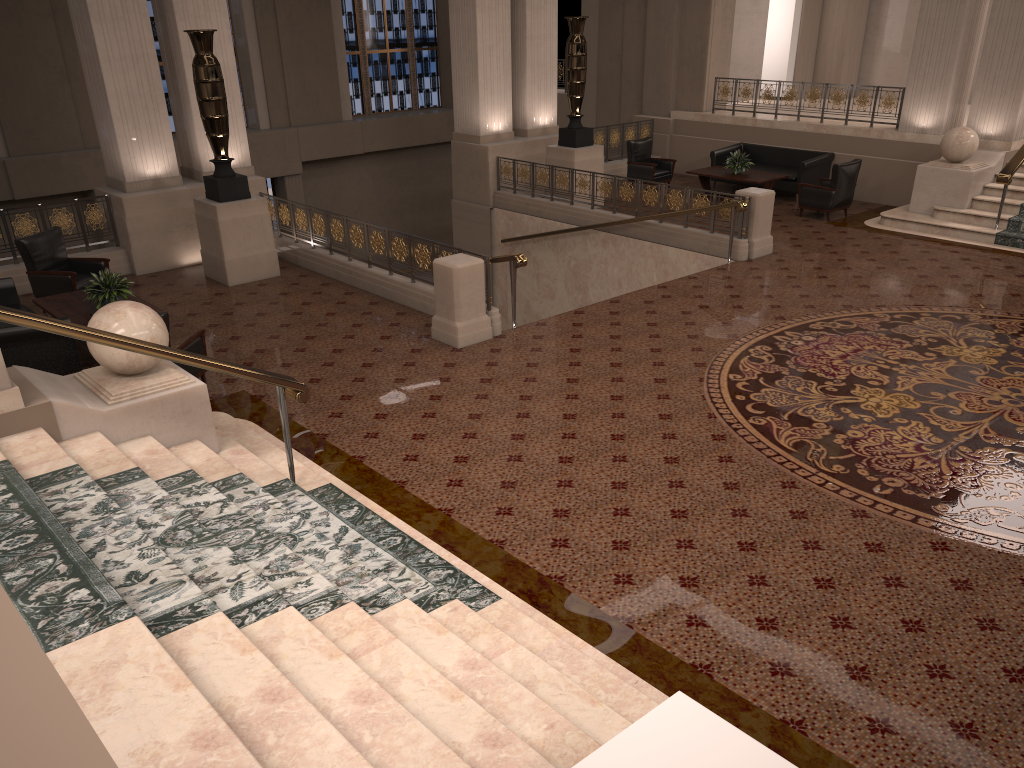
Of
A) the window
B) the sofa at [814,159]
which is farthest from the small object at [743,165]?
the window

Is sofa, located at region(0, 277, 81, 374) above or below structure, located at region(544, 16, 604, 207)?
below

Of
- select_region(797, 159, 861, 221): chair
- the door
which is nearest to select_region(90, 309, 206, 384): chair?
select_region(797, 159, 861, 221): chair

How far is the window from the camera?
21.0 meters

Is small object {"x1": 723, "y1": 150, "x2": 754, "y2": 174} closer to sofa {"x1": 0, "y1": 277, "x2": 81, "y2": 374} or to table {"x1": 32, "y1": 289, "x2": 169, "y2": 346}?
table {"x1": 32, "y1": 289, "x2": 169, "y2": 346}

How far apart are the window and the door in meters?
3.0 m

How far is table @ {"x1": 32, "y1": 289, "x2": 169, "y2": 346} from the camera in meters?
8.6 m

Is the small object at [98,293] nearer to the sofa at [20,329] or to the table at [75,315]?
the table at [75,315]

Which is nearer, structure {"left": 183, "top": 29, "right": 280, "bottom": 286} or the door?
Answer: structure {"left": 183, "top": 29, "right": 280, "bottom": 286}

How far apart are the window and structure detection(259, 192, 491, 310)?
10.3m
